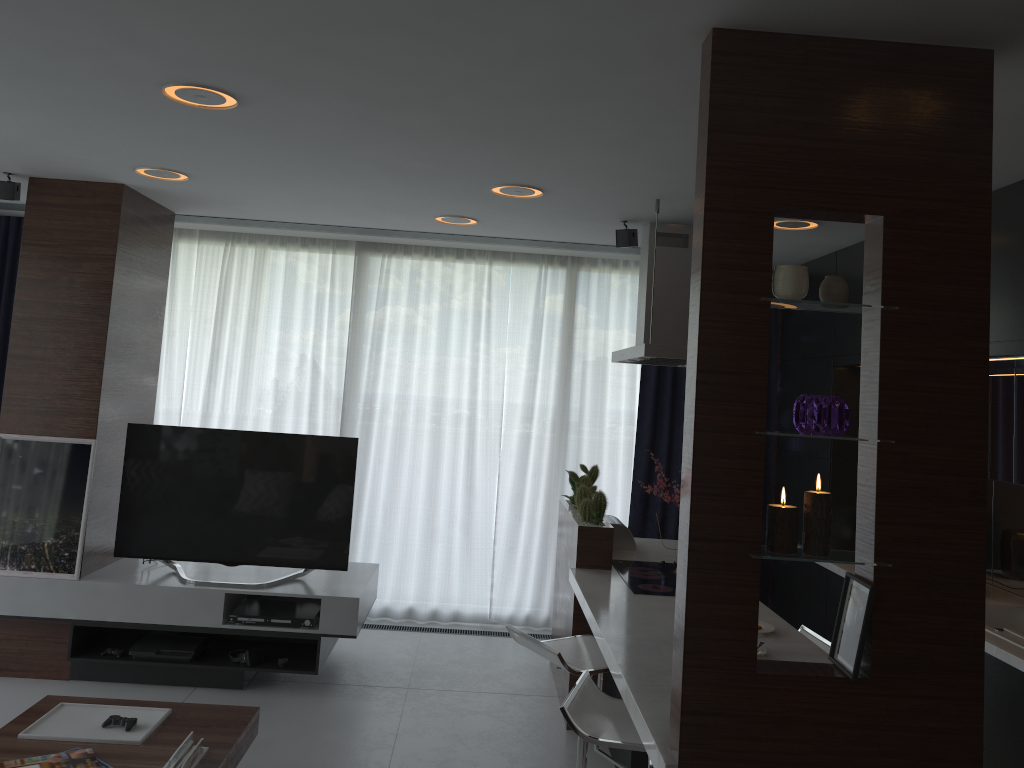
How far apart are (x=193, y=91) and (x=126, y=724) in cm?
221

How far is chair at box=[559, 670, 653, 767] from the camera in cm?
261

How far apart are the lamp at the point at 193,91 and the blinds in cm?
105

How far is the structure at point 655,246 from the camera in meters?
4.2

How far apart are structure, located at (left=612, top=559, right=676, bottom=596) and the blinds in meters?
1.5

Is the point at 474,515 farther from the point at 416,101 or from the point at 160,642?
the point at 416,101

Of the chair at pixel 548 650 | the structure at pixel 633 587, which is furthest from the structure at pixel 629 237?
the chair at pixel 548 650

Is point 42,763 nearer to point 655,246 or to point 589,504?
point 589,504

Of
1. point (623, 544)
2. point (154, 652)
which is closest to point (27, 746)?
point (154, 652)

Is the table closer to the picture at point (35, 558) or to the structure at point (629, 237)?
the picture at point (35, 558)
